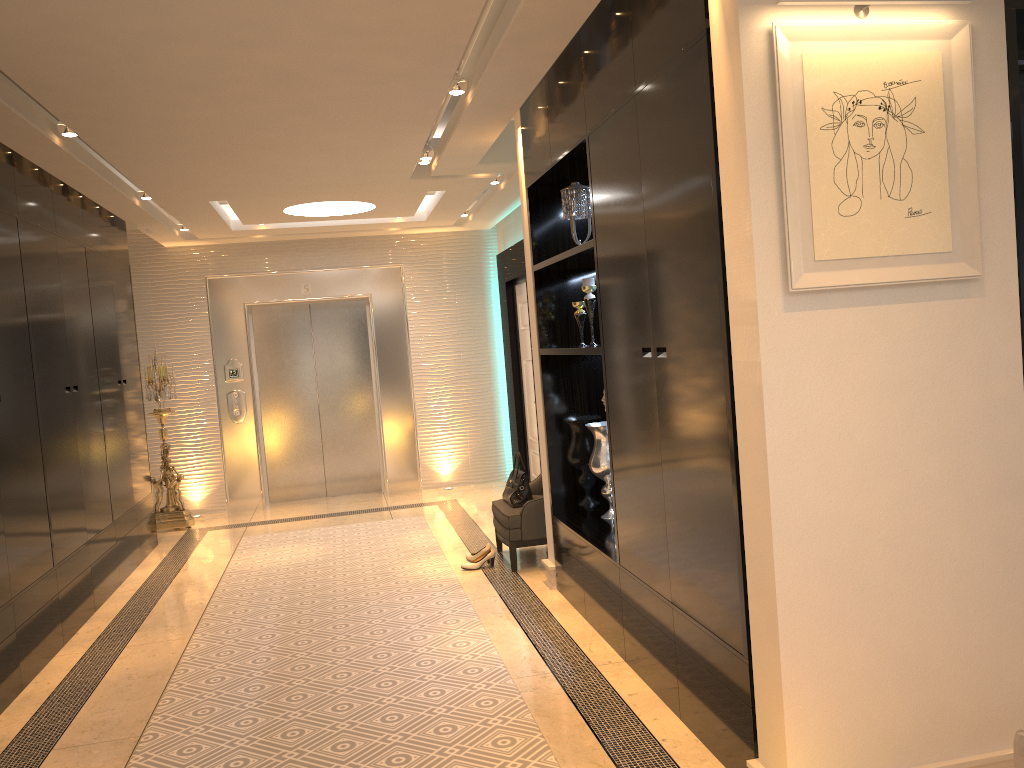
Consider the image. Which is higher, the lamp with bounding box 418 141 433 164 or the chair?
the lamp with bounding box 418 141 433 164

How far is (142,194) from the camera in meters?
6.2 m

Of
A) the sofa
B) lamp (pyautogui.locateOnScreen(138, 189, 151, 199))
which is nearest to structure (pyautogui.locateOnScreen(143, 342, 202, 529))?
lamp (pyautogui.locateOnScreen(138, 189, 151, 199))

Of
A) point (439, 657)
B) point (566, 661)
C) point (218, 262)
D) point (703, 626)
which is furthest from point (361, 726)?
point (218, 262)

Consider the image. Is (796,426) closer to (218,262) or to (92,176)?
(92,176)

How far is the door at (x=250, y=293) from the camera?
8.7m

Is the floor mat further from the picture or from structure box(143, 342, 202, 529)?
the picture

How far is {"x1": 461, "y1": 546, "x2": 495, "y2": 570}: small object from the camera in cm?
575

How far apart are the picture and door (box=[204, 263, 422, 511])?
6.85m

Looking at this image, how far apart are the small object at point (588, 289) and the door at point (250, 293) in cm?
Result: 455
